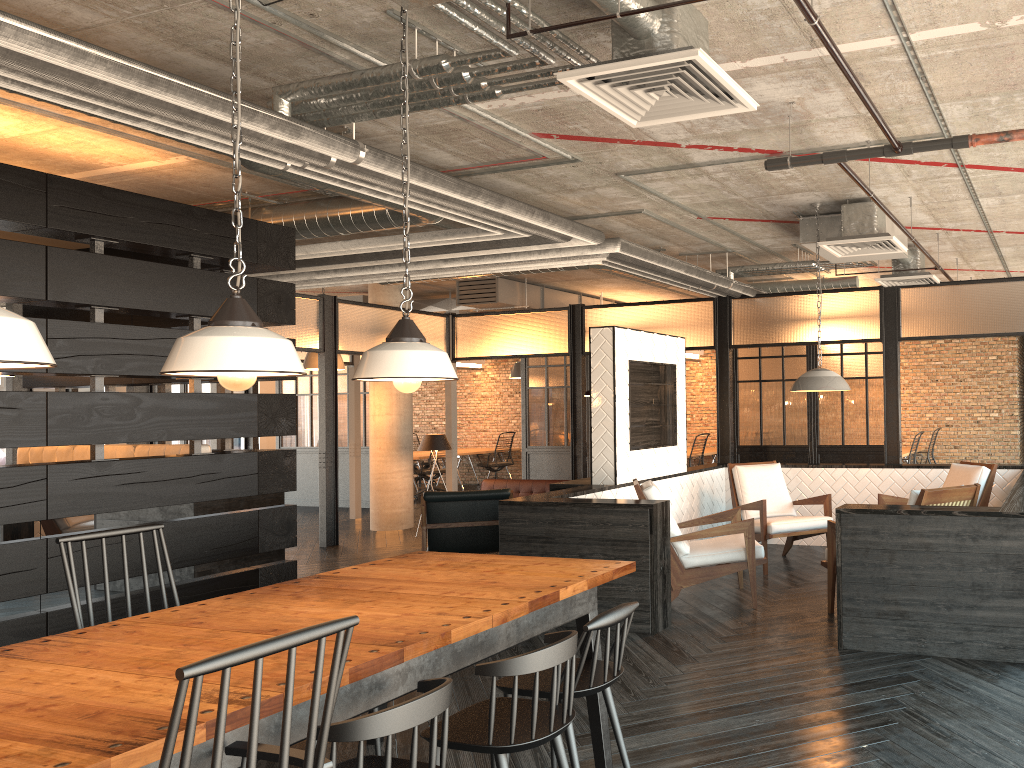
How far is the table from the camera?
2.0m

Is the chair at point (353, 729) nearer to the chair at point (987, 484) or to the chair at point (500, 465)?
the chair at point (987, 484)

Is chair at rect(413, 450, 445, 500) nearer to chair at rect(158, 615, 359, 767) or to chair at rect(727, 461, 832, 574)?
chair at rect(727, 461, 832, 574)

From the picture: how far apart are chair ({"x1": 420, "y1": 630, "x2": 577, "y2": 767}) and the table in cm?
12

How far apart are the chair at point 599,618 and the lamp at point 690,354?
11.40m

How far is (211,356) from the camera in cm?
260

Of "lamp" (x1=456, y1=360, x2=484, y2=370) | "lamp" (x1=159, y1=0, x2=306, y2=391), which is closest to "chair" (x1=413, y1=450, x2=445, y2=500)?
"lamp" (x1=456, y1=360, x2=484, y2=370)

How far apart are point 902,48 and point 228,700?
3.6 meters

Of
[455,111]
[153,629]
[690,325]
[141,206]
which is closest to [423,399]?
[690,325]

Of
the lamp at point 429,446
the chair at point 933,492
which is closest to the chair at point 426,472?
the lamp at point 429,446
